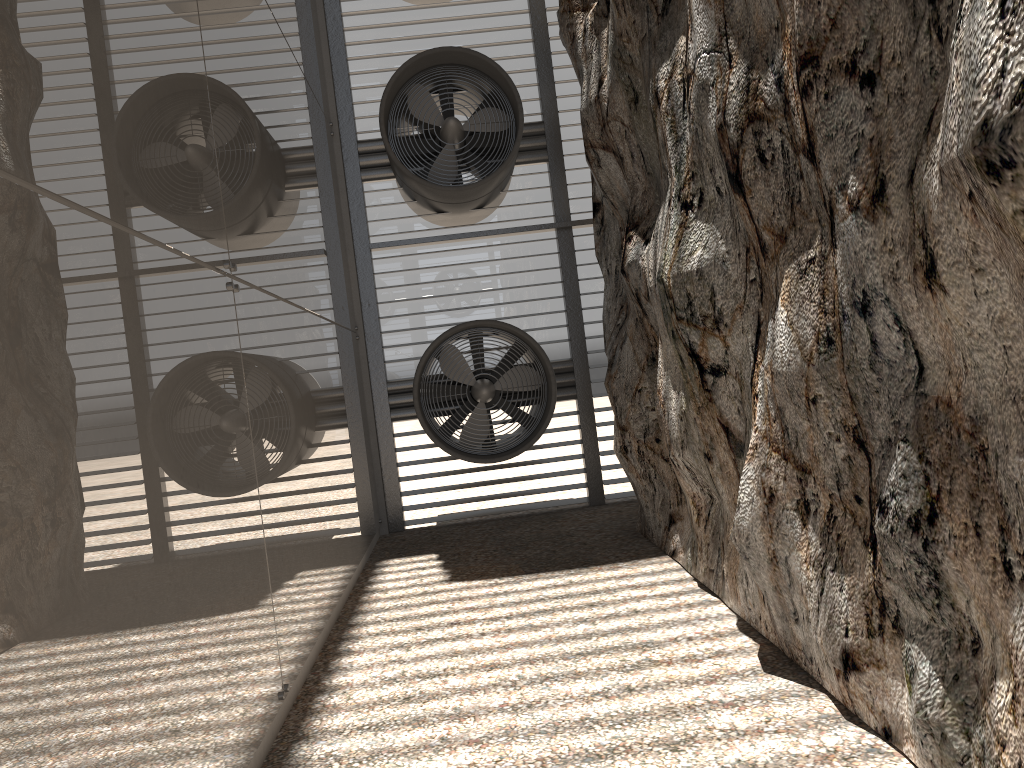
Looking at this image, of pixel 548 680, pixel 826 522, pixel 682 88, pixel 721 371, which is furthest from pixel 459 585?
pixel 682 88
